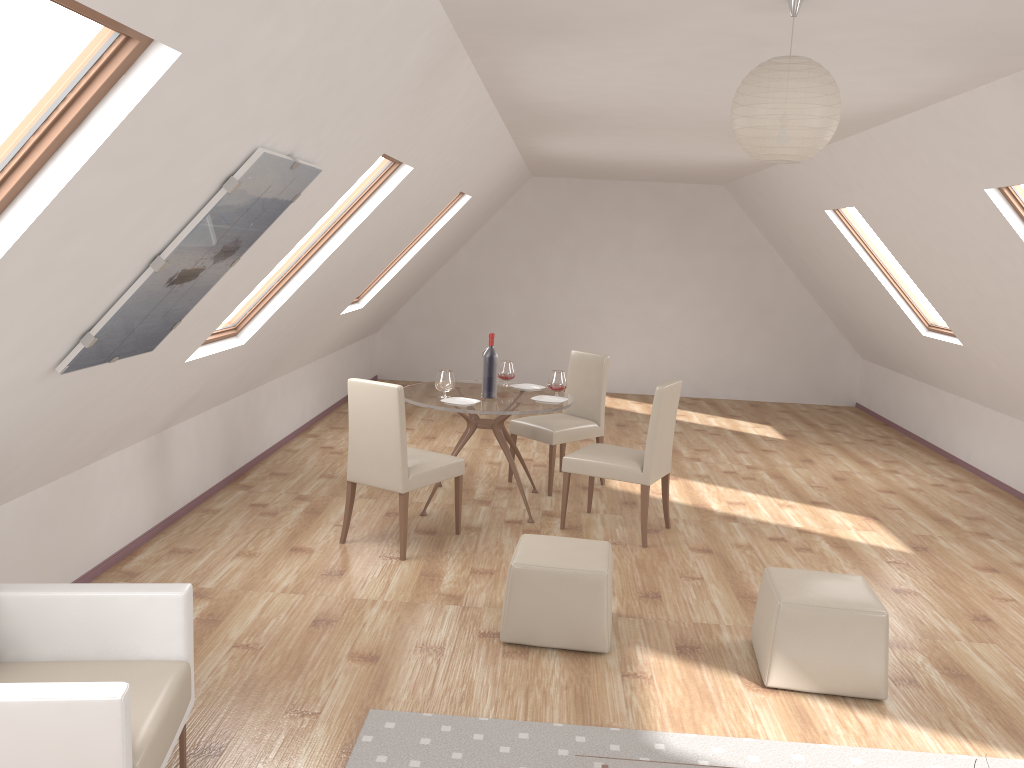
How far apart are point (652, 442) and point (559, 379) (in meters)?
0.91

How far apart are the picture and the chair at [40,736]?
0.7m

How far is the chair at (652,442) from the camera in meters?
5.4

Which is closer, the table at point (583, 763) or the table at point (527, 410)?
the table at point (583, 763)

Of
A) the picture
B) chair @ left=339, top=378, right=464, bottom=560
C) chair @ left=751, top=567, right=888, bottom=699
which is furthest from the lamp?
chair @ left=339, top=378, right=464, bottom=560

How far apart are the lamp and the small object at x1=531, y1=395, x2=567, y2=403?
3.2 meters

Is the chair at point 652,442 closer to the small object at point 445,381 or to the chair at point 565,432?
the chair at point 565,432

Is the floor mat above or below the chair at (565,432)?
below

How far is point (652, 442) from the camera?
5.4m

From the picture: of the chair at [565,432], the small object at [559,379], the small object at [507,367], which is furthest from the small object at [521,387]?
the small object at [559,379]
